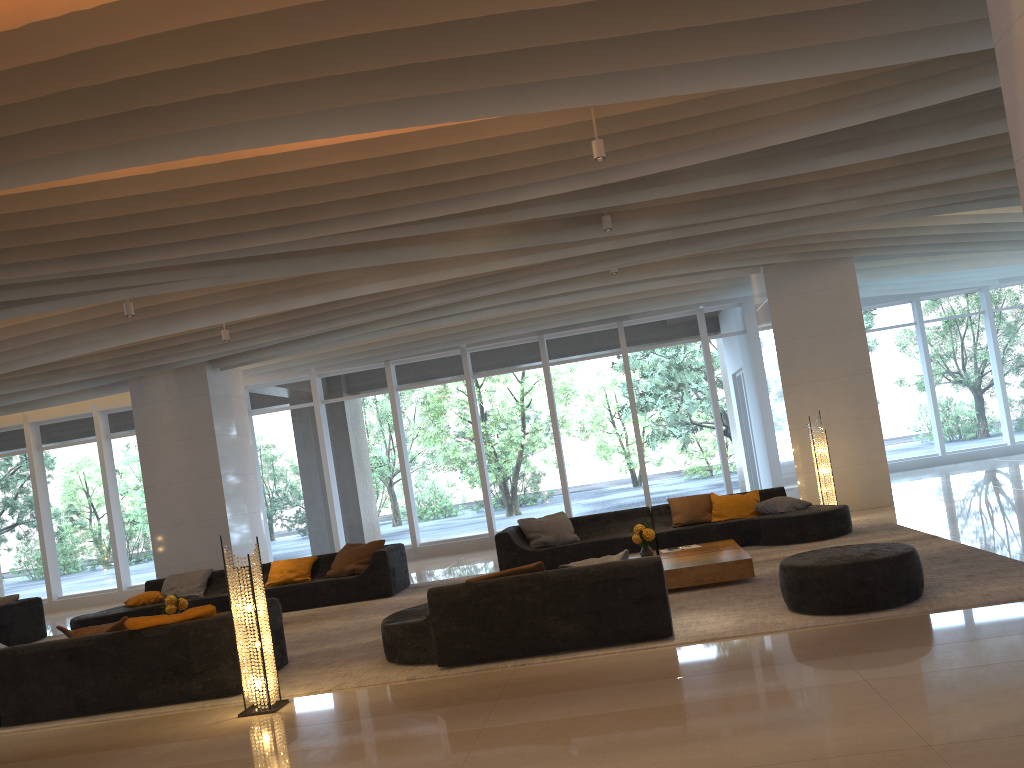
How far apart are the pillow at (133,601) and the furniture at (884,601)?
8.26m

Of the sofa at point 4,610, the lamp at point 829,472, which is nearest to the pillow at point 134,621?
the sofa at point 4,610

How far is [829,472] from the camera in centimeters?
1132cm

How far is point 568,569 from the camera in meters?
6.2 m

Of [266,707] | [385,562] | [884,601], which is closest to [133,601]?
[385,562]

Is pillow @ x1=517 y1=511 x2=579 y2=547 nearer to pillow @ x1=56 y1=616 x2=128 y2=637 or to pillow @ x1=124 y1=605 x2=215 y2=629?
pillow @ x1=124 y1=605 x2=215 y2=629

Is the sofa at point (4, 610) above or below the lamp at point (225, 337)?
below

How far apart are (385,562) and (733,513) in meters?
4.2

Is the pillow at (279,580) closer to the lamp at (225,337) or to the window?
the lamp at (225,337)

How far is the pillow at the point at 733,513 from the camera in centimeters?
1055cm
